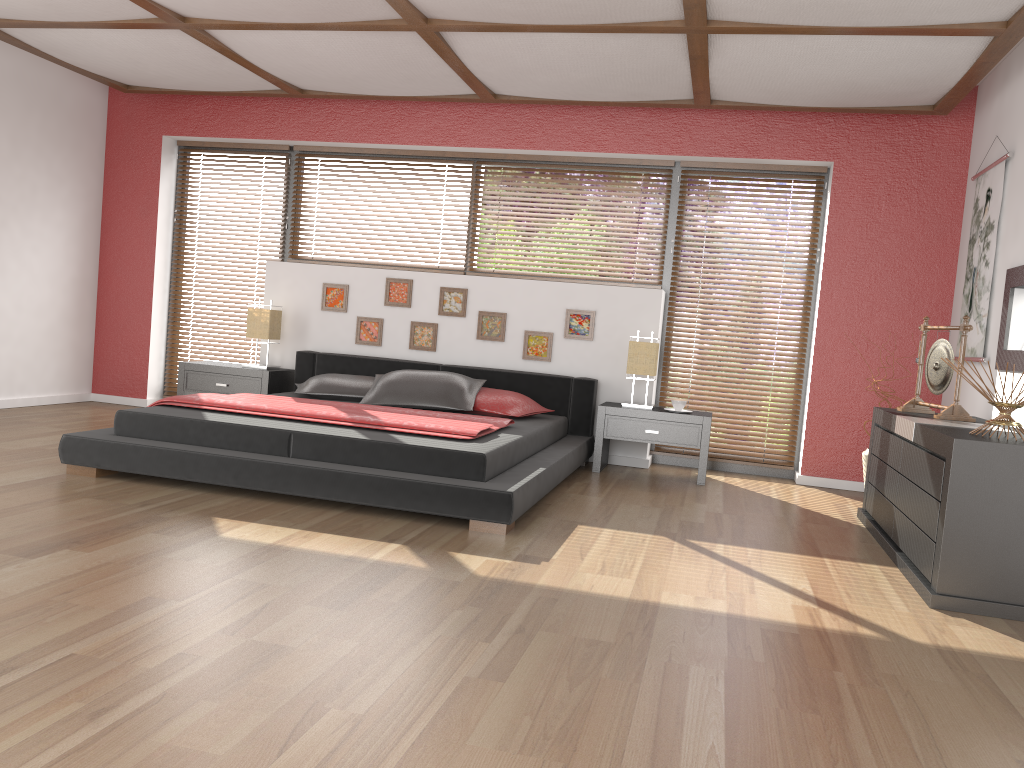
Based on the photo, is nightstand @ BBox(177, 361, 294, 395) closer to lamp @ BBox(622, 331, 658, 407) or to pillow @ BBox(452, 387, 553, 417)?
pillow @ BBox(452, 387, 553, 417)

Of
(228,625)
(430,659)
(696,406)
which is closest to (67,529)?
(228,625)

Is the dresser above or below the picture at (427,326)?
below

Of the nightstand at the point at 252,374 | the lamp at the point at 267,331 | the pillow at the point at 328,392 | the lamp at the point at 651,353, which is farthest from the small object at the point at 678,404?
the lamp at the point at 267,331

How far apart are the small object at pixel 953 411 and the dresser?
0.1m

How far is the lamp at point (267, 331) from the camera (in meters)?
6.23

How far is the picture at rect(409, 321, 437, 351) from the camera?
6.3 meters

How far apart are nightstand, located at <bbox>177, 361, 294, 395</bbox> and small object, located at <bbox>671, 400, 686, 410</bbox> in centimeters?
275cm

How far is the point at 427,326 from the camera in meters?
6.3 m

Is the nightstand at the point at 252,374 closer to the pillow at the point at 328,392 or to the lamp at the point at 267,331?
the lamp at the point at 267,331
